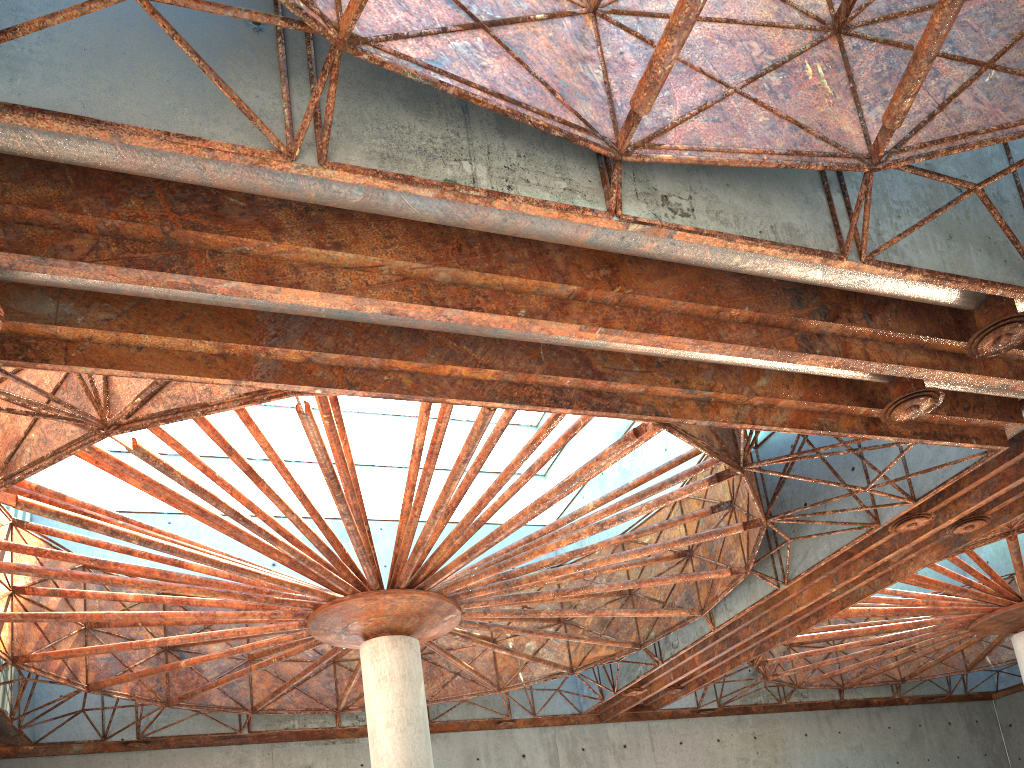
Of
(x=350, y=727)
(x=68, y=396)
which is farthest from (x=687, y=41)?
(x=350, y=727)
